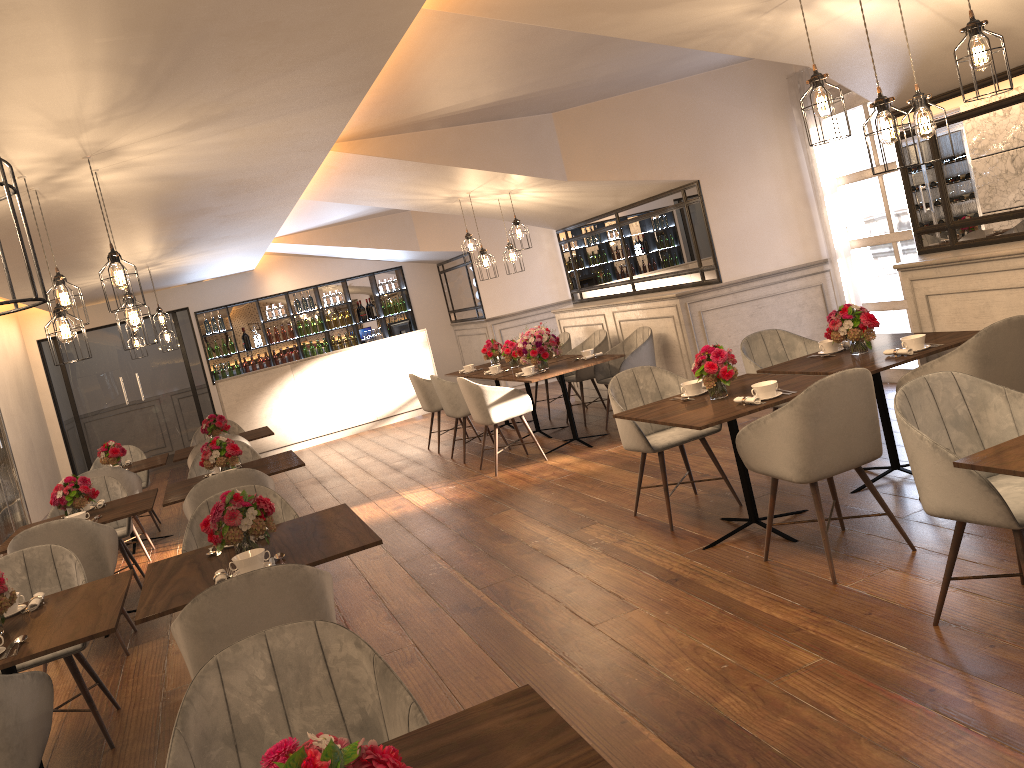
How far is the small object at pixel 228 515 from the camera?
3.50m

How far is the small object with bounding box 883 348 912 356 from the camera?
4.53m

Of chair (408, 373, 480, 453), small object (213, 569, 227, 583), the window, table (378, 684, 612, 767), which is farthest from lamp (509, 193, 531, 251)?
table (378, 684, 612, 767)

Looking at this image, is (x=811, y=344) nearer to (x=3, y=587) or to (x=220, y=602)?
(x=220, y=602)

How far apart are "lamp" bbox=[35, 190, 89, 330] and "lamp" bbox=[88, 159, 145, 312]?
0.5m

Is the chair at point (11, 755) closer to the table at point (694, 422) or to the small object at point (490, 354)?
the table at point (694, 422)

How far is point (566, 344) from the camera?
9.7 meters

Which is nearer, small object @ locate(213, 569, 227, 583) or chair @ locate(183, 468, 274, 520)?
small object @ locate(213, 569, 227, 583)

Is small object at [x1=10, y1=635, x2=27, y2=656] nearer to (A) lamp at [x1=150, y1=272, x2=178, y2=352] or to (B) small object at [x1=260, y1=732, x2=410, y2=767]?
(B) small object at [x1=260, y1=732, x2=410, y2=767]

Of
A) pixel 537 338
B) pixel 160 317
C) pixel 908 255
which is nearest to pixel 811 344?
pixel 908 255
